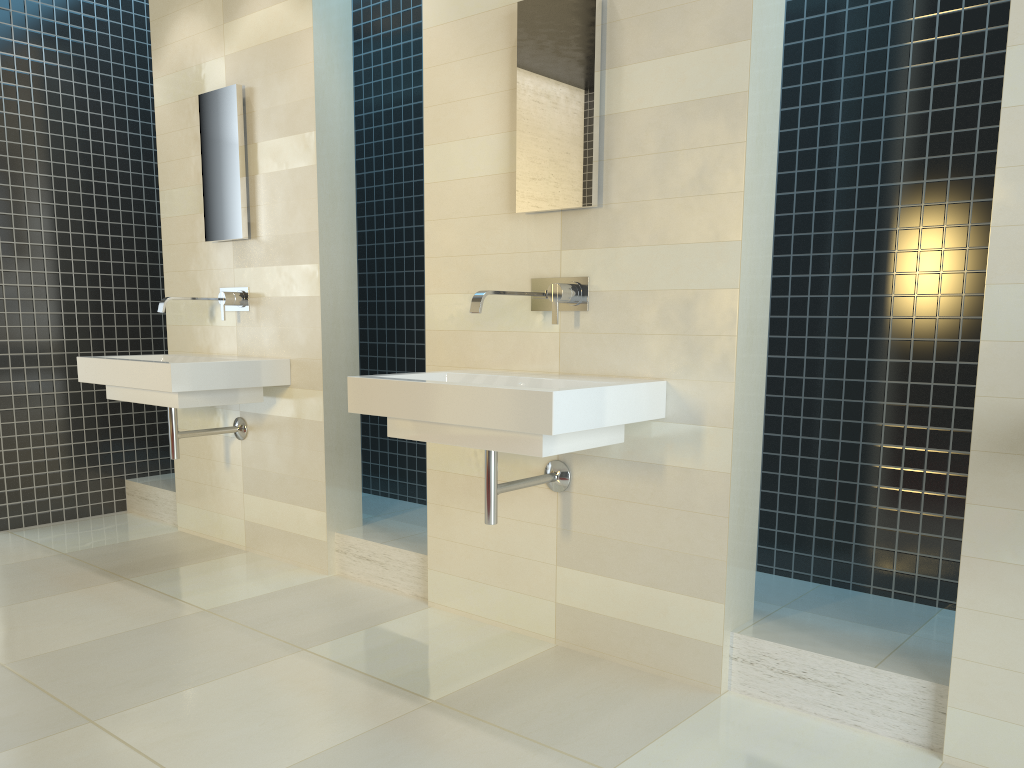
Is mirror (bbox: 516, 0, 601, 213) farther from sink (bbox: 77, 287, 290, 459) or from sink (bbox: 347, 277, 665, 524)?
sink (bbox: 77, 287, 290, 459)

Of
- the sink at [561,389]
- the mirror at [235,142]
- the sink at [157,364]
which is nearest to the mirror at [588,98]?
the sink at [561,389]

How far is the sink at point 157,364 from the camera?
3.64m

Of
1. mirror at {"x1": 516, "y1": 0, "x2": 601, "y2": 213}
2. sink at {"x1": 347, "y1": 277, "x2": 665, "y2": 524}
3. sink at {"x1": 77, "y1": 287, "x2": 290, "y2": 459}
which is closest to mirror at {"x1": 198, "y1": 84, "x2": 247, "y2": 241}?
sink at {"x1": 77, "y1": 287, "x2": 290, "y2": 459}

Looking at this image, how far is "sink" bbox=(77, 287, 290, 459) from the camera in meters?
3.6

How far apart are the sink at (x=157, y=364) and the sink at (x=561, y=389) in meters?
1.1 m

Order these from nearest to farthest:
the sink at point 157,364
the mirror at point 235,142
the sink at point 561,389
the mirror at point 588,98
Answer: the sink at point 561,389, the mirror at point 588,98, the sink at point 157,364, the mirror at point 235,142

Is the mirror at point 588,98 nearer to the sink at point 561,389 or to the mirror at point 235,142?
the sink at point 561,389

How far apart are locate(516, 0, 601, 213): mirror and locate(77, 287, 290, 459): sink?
1.50m

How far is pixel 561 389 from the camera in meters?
2.4
